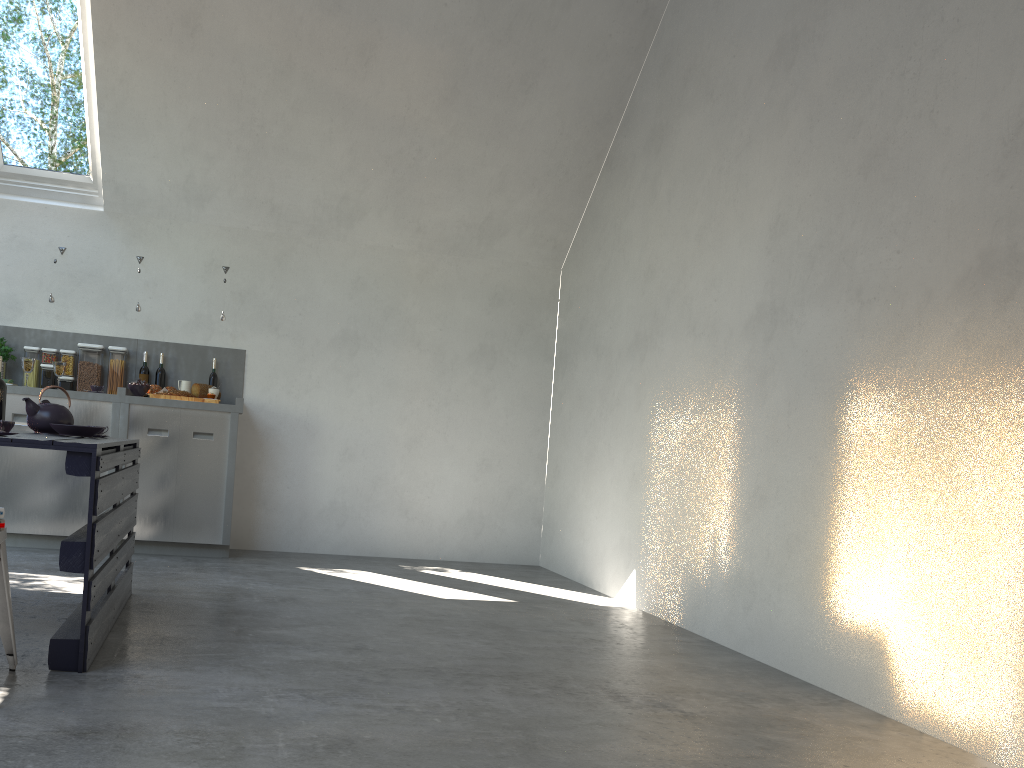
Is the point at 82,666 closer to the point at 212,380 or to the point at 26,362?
the point at 26,362

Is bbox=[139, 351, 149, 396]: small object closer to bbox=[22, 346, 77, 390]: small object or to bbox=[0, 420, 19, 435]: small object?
bbox=[22, 346, 77, 390]: small object

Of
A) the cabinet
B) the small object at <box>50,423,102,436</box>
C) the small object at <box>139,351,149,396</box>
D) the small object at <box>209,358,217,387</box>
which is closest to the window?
the cabinet

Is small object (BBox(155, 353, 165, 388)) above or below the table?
above

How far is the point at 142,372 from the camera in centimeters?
601cm

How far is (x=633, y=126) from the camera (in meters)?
6.09

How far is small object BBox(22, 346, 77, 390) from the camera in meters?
5.8 m

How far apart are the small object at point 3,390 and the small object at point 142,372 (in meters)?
2.10

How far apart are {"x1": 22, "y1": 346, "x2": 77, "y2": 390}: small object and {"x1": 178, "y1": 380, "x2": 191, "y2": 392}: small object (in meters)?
0.72

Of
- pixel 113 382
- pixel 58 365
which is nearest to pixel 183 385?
pixel 113 382
